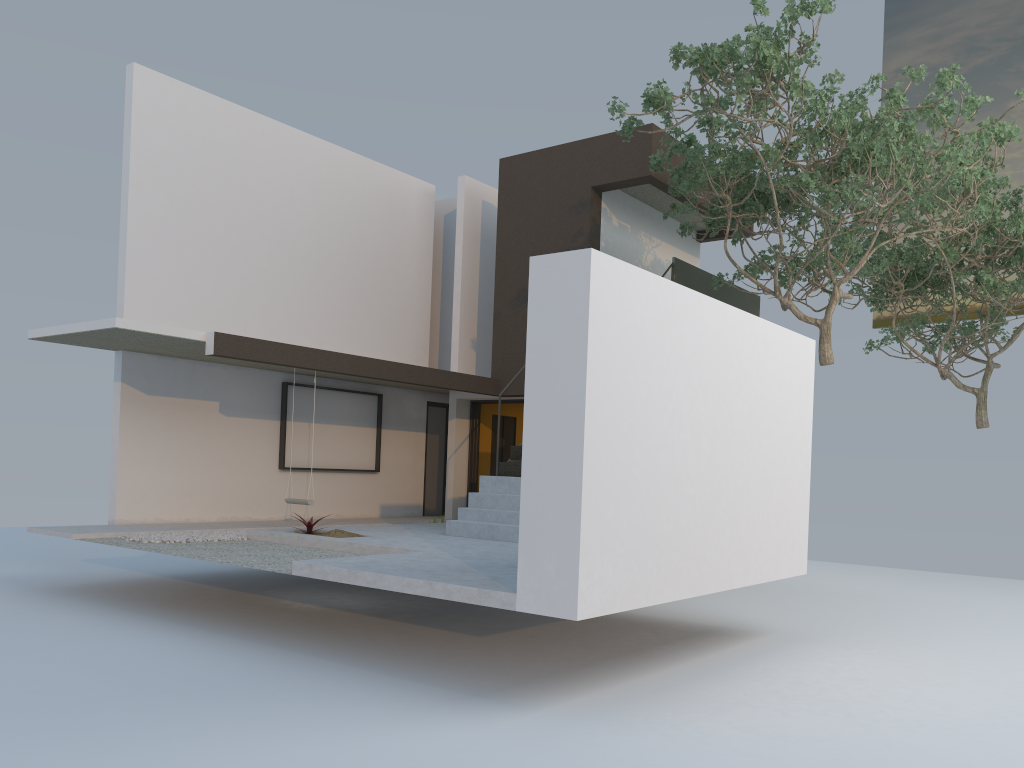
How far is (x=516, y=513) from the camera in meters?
10.2 m

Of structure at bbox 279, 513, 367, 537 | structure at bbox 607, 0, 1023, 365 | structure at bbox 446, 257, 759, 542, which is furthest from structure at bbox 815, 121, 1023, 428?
structure at bbox 279, 513, 367, 537

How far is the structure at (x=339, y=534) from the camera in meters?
9.9

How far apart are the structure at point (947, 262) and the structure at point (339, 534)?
9.40m

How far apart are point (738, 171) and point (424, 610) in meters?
6.1

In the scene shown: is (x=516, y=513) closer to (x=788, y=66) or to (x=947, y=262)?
(x=788, y=66)

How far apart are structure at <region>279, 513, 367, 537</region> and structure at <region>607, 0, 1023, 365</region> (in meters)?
5.44

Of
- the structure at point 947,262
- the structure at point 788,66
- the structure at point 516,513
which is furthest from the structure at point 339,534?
the structure at point 947,262

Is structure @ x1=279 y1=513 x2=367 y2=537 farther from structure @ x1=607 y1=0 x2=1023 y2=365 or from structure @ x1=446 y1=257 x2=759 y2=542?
structure @ x1=607 y1=0 x2=1023 y2=365

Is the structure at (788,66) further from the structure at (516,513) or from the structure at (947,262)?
the structure at (947,262)
